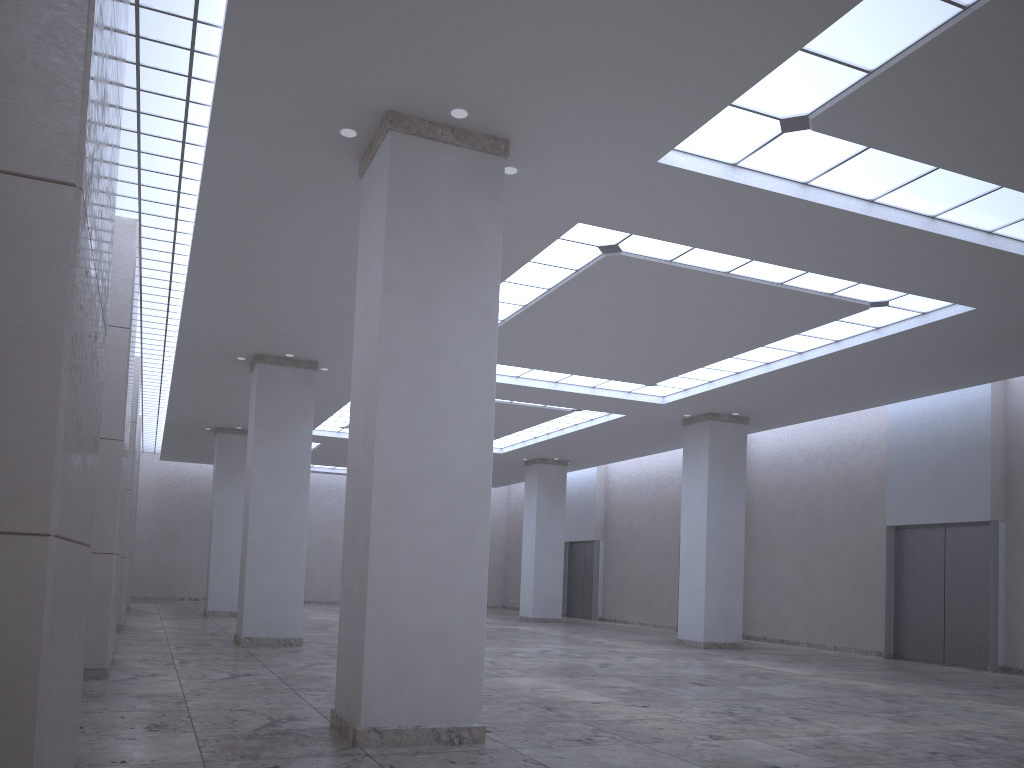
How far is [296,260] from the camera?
36.7 meters

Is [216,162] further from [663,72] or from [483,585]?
[483,585]

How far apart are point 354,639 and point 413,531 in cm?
324

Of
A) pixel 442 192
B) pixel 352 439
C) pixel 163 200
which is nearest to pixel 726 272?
pixel 442 192
